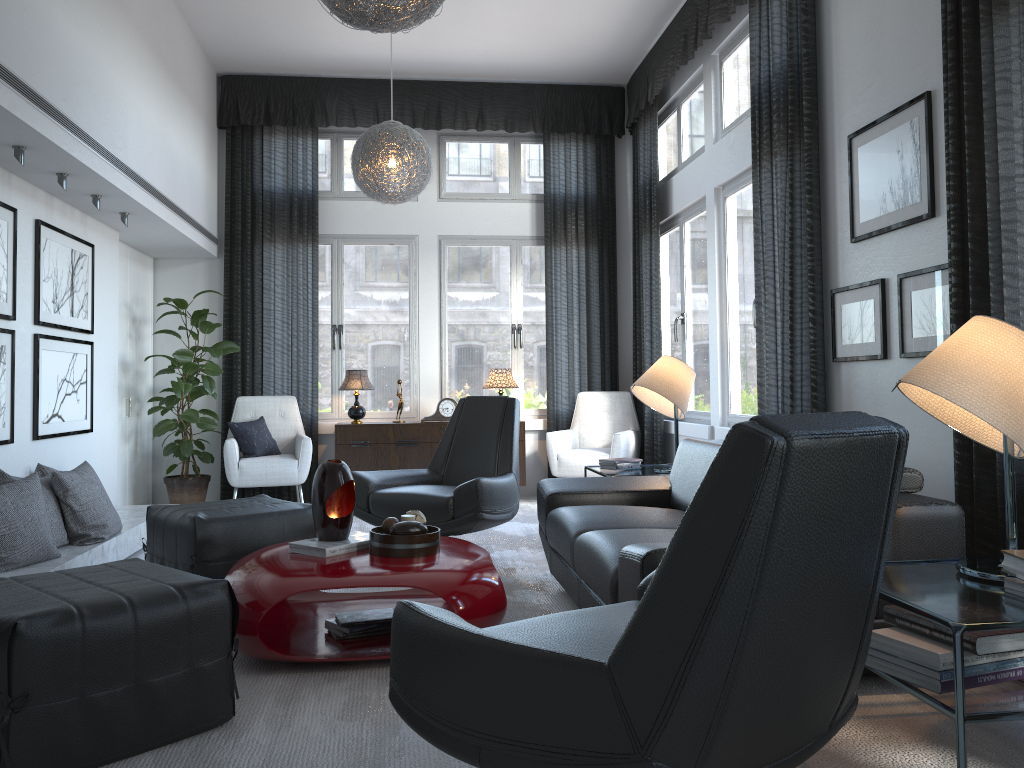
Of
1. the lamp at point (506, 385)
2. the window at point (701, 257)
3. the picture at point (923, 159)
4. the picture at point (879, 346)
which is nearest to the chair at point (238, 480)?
the lamp at point (506, 385)

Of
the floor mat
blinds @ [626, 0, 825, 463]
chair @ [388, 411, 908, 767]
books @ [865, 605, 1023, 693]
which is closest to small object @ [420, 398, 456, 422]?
the floor mat

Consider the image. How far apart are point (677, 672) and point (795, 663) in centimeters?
22cm

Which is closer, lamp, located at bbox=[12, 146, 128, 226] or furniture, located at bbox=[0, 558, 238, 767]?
furniture, located at bbox=[0, 558, 238, 767]

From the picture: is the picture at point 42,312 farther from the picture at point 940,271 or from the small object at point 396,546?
the picture at point 940,271

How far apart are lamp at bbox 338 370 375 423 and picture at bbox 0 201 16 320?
2.7 meters

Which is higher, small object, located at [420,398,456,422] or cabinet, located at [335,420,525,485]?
small object, located at [420,398,456,422]

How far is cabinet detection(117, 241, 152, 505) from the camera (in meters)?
6.08

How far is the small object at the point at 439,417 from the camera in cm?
663

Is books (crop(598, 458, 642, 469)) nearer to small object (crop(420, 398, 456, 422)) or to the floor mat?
the floor mat
